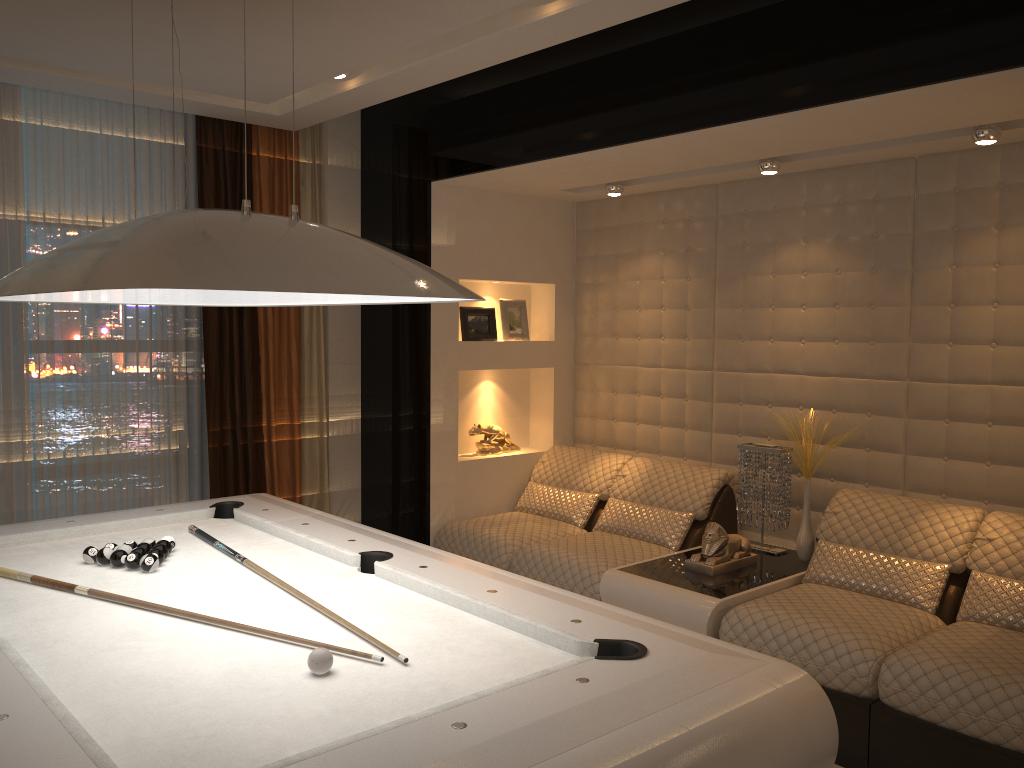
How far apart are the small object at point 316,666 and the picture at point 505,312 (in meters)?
3.48

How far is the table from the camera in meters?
3.6

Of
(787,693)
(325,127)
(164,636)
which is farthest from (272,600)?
(325,127)

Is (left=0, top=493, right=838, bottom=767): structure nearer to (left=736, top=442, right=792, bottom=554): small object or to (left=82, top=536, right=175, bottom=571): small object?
(left=82, top=536, right=175, bottom=571): small object

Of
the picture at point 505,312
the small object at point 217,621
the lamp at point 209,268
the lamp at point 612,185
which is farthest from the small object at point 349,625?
the lamp at point 612,185

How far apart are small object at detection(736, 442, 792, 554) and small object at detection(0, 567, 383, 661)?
2.78m

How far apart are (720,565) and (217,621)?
2.4m

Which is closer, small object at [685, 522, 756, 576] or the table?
the table

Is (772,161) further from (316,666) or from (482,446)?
(316,666)

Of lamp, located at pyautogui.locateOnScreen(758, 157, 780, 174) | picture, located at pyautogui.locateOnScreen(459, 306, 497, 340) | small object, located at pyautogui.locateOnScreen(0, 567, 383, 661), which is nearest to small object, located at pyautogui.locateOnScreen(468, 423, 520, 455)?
picture, located at pyautogui.locateOnScreen(459, 306, 497, 340)
